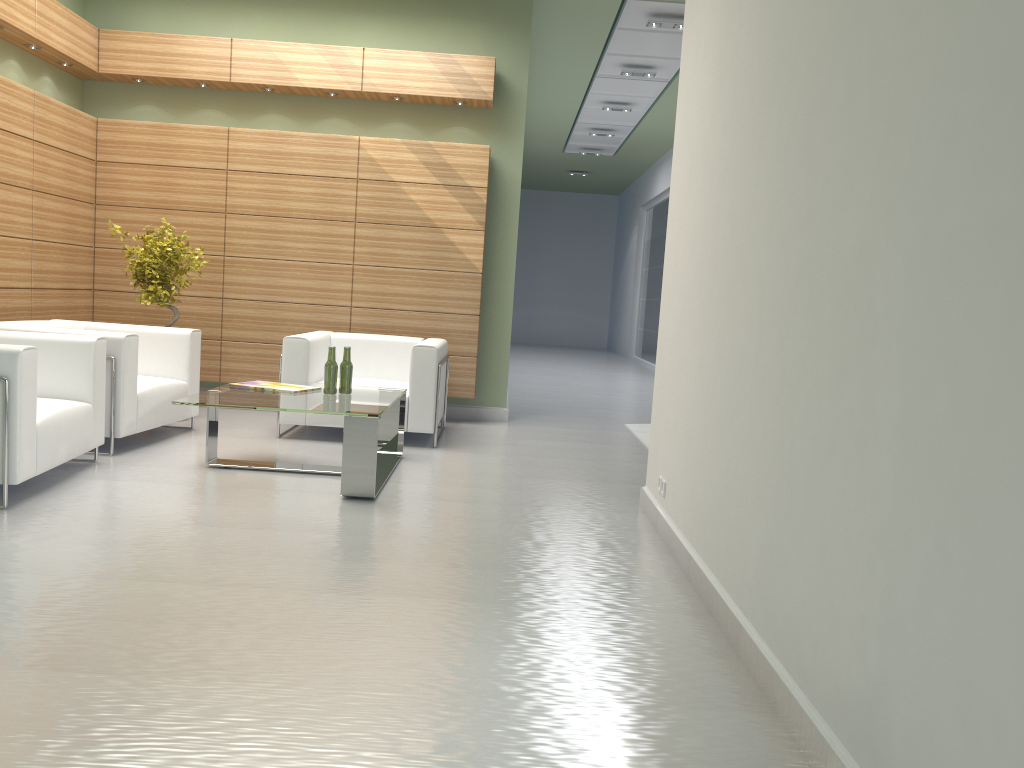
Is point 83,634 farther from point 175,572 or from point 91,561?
point 91,561

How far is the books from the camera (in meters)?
8.79

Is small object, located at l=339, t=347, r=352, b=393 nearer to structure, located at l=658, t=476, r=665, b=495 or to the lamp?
structure, located at l=658, t=476, r=665, b=495

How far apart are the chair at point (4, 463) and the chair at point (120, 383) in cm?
45

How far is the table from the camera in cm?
762

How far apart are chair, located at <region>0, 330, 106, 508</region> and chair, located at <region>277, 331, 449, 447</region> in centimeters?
234cm

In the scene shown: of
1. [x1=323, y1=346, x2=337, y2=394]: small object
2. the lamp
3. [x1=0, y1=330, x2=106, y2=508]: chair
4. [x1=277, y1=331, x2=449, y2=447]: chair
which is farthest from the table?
the lamp

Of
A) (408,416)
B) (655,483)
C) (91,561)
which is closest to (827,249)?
(655,483)

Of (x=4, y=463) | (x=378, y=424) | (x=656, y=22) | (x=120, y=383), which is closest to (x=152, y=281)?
(x=120, y=383)

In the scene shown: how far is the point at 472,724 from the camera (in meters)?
3.80
